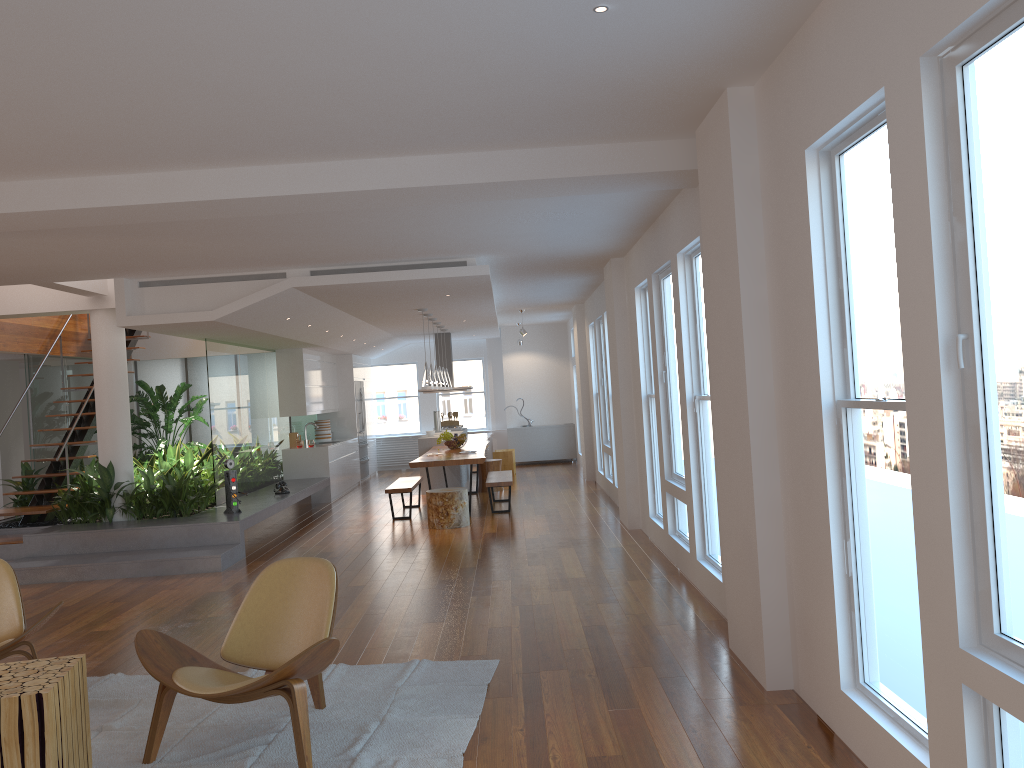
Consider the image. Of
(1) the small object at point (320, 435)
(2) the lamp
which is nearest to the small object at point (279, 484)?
(2) the lamp

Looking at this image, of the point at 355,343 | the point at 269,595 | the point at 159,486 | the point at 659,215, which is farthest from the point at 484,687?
the point at 355,343

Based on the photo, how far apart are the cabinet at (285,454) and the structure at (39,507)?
1.9 meters

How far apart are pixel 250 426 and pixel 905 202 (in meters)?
9.97

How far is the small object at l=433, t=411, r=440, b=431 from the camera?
14.98m

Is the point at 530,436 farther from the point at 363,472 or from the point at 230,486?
the point at 230,486

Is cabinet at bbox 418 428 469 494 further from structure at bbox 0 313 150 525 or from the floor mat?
the floor mat

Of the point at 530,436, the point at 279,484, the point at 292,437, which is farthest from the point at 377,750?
the point at 530,436

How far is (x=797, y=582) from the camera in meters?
3.9

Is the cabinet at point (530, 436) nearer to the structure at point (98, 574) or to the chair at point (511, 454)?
the chair at point (511, 454)
